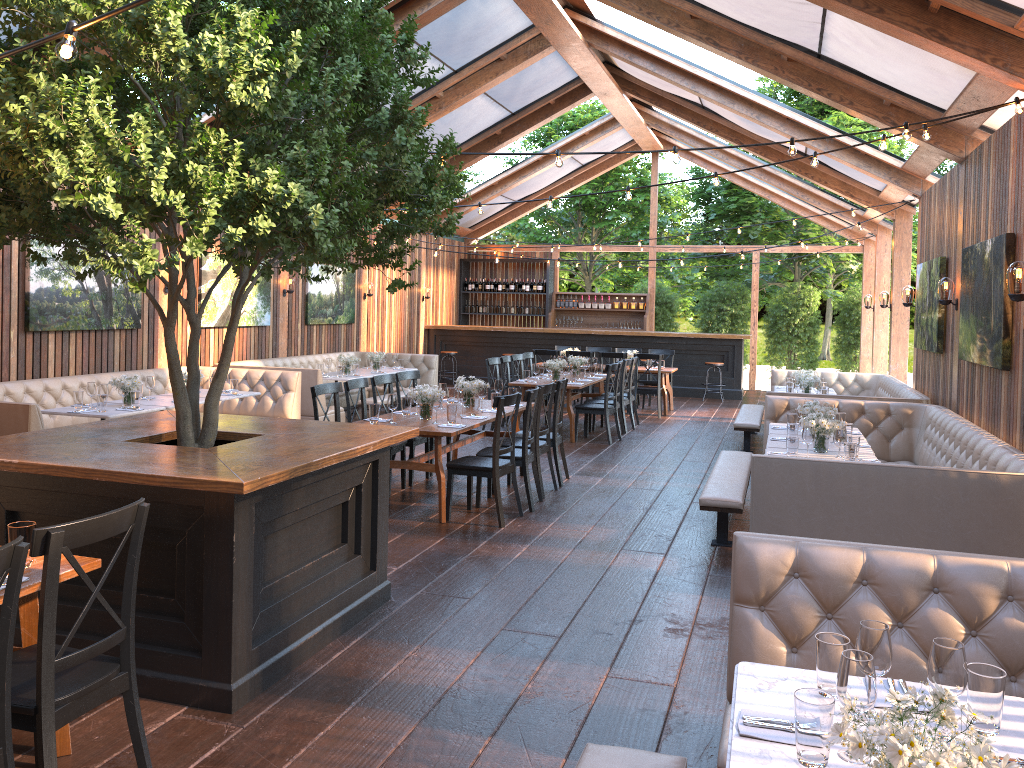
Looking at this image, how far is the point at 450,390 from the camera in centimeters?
892cm

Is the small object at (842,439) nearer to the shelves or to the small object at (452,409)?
the small object at (452,409)

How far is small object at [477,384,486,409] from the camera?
8.41m

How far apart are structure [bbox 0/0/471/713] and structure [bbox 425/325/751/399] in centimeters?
1256cm

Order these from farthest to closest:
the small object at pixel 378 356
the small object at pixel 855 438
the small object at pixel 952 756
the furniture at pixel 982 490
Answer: the small object at pixel 378 356 → the small object at pixel 855 438 → the furniture at pixel 982 490 → the small object at pixel 952 756

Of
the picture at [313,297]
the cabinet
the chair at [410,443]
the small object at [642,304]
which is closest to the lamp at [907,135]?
the chair at [410,443]

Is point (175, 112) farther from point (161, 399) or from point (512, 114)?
point (512, 114)

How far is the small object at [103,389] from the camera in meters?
8.1

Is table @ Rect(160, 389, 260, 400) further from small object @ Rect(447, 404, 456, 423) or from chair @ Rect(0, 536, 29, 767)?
chair @ Rect(0, 536, 29, 767)

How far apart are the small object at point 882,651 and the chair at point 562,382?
6.20m
